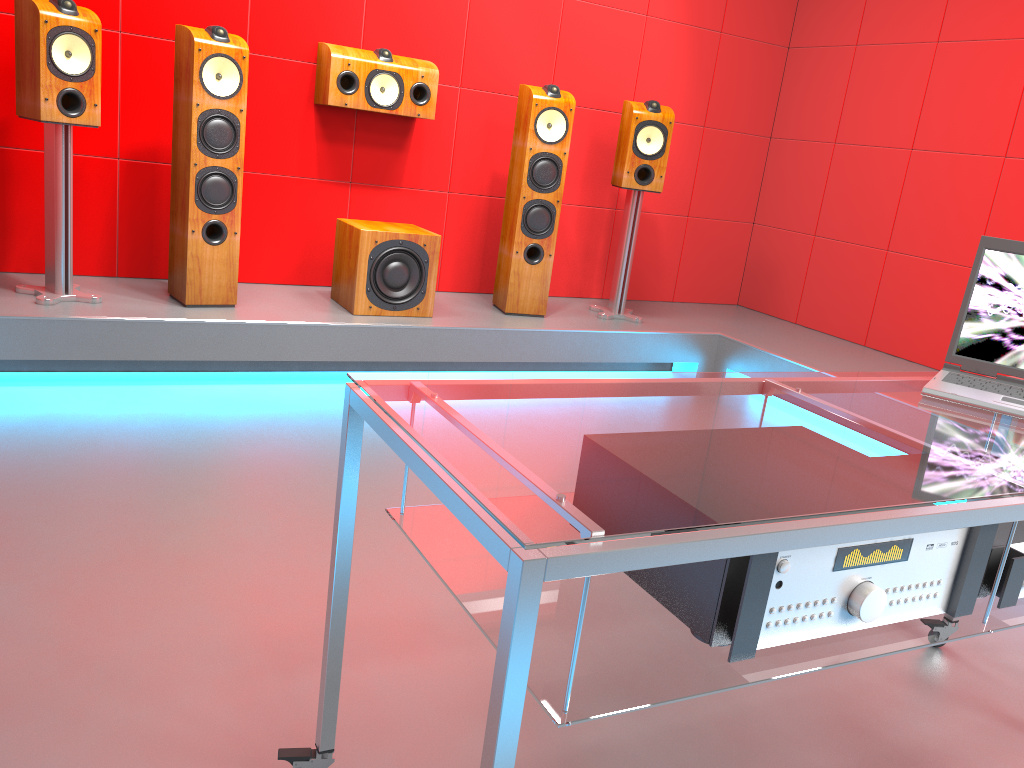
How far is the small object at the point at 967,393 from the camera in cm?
157

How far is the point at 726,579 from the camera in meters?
1.0 m

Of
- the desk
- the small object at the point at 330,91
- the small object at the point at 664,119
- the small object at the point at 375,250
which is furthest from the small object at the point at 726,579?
the small object at the point at 664,119

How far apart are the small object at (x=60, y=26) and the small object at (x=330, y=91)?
1.0 meters

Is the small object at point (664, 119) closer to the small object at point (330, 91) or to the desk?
the small object at point (330, 91)

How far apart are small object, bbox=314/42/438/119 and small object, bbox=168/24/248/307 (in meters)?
0.45

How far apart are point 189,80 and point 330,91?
0.68m

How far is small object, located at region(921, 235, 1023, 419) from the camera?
1.57m

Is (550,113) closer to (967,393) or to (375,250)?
(375,250)

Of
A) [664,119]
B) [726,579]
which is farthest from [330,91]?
[726,579]
